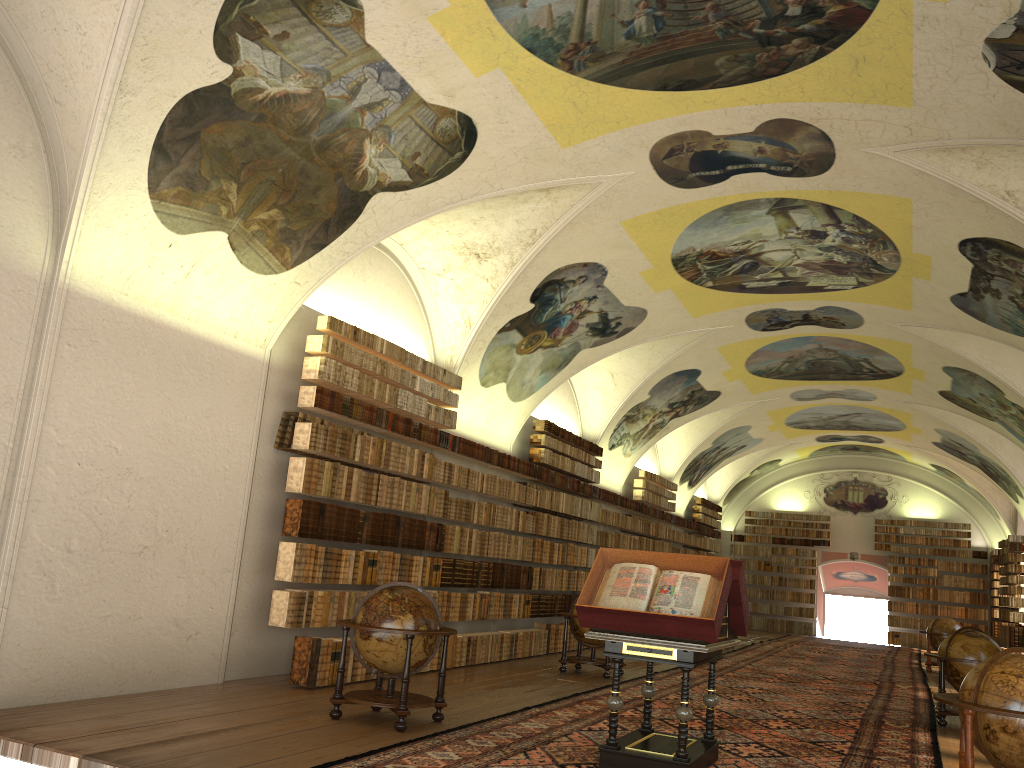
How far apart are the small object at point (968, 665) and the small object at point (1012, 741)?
5.7m

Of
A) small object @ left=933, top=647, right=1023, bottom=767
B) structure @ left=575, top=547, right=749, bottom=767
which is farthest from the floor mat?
small object @ left=933, top=647, right=1023, bottom=767

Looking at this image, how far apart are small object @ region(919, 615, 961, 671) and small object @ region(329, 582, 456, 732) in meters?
17.5

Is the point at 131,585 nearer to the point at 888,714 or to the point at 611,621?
the point at 611,621

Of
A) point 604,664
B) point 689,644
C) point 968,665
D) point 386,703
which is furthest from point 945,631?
point 386,703

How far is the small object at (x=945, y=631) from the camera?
22.4m

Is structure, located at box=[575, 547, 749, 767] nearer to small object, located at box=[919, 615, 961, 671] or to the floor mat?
the floor mat

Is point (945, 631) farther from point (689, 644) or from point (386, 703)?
point (386, 703)

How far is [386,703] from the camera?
8.92m

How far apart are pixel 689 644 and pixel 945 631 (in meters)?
17.99
